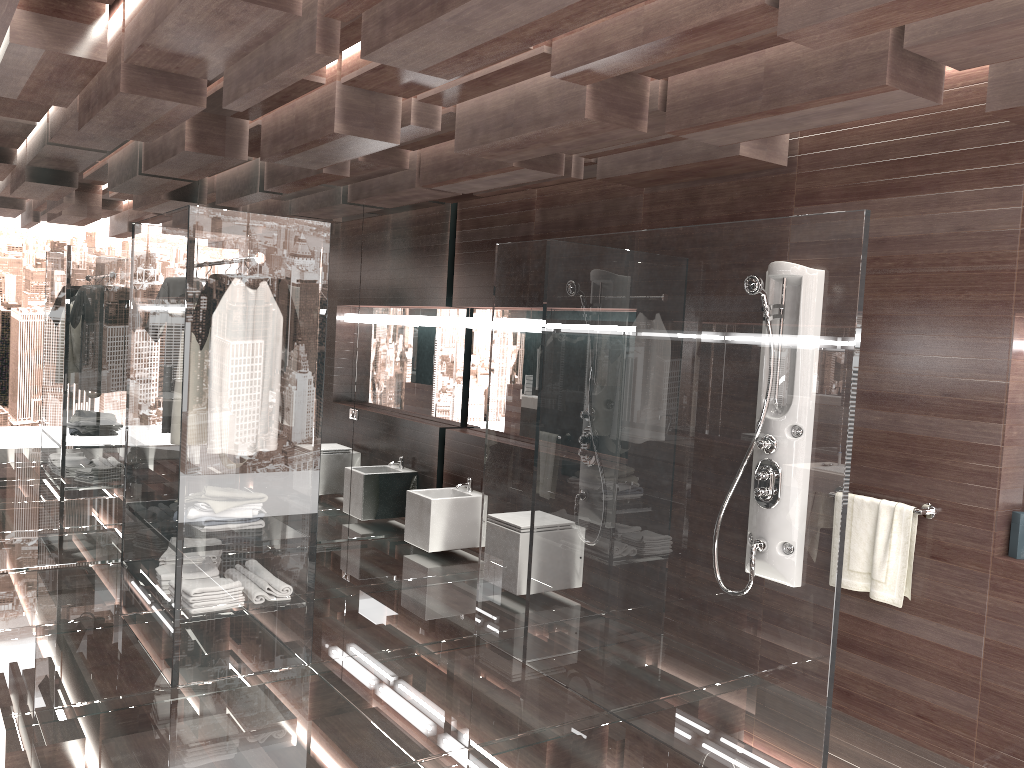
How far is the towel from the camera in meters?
3.6

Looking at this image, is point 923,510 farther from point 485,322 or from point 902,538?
point 485,322

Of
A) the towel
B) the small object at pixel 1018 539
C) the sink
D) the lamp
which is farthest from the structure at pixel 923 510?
the lamp

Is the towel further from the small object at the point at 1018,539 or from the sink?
the sink

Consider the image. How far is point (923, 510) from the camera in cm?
352

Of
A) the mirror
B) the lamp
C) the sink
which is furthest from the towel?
the mirror

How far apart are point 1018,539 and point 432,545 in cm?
361

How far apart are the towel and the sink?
2.88m

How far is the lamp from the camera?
6.36m

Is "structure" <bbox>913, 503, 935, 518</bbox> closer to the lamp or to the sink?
the sink
